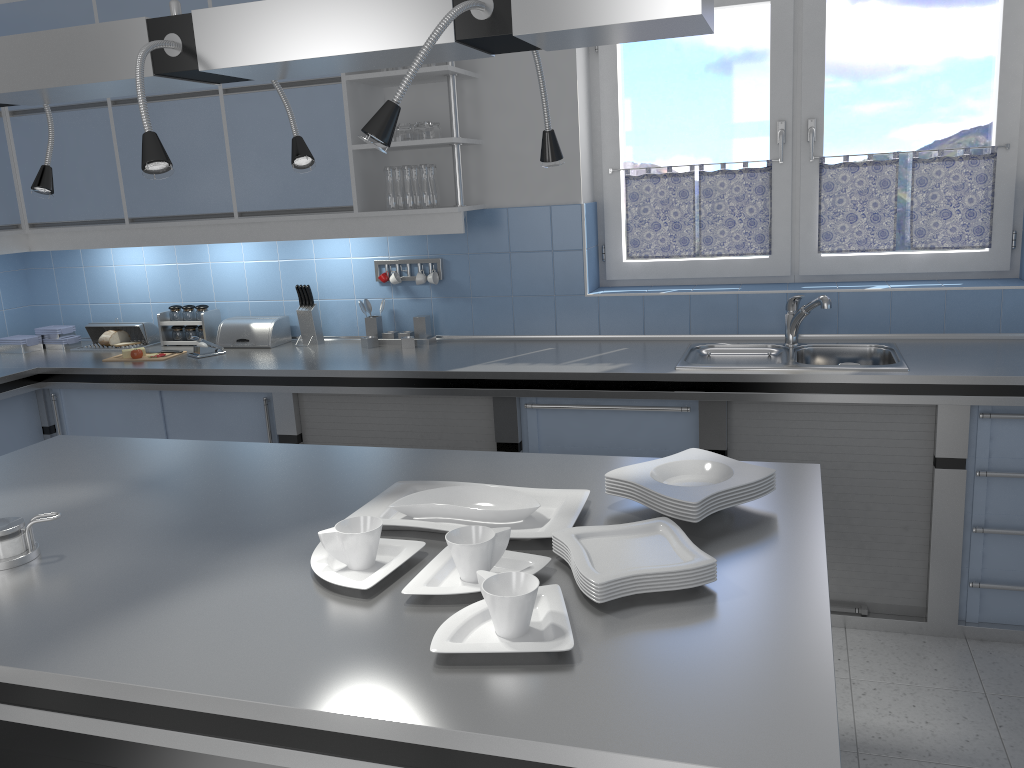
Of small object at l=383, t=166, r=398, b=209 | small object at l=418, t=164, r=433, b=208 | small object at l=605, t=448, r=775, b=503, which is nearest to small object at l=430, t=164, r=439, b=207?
small object at l=418, t=164, r=433, b=208

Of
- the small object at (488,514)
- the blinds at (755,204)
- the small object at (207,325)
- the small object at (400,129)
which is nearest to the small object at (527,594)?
the small object at (488,514)

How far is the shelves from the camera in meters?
3.6 m

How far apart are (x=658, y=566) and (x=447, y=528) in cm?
48

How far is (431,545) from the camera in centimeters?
178cm

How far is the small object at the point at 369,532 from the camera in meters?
1.6

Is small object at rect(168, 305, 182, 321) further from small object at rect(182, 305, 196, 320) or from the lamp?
the lamp

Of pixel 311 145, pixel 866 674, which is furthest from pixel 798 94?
pixel 866 674

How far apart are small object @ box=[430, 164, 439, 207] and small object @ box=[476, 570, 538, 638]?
2.7m

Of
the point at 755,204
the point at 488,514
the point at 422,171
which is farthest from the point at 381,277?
the point at 488,514
